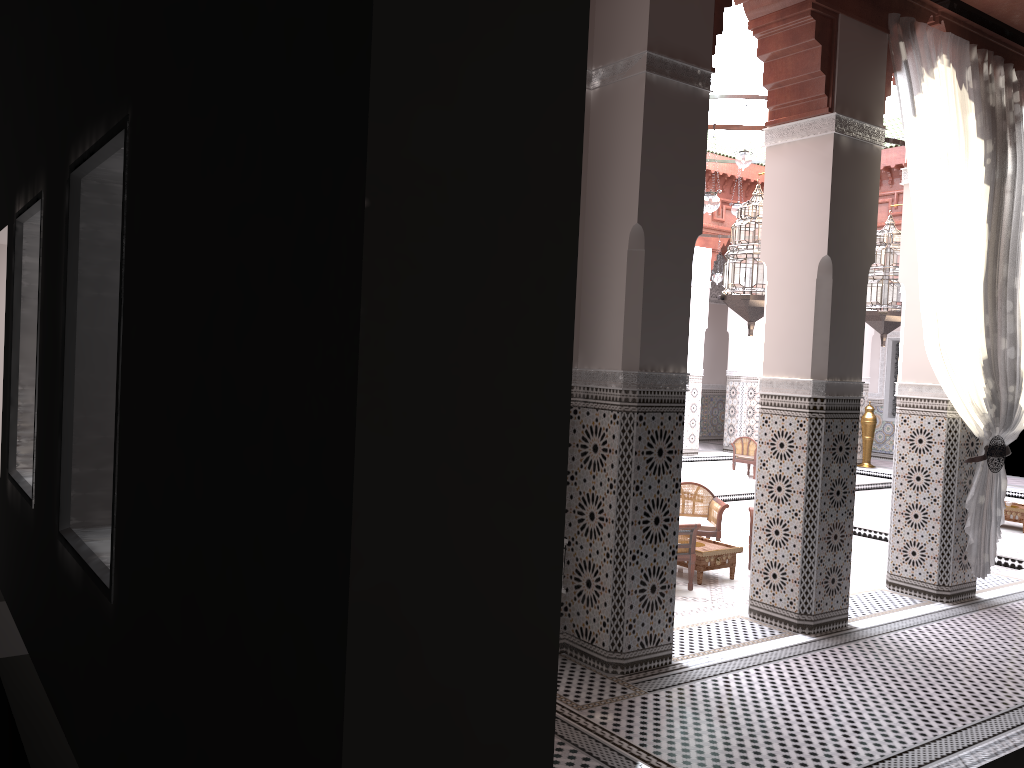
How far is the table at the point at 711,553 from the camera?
3.3m

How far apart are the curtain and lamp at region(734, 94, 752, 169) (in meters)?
1.40

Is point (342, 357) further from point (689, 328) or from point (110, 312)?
point (689, 328)

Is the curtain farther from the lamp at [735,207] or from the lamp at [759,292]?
the lamp at [735,207]

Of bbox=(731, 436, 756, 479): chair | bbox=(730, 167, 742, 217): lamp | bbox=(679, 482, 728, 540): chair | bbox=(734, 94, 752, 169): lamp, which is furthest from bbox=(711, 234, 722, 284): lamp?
bbox=(679, 482, 728, 540): chair

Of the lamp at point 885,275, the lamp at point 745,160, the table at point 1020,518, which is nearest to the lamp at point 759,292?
the lamp at point 885,275

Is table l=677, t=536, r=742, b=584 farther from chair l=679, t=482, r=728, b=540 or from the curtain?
the curtain

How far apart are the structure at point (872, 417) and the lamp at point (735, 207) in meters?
2.5

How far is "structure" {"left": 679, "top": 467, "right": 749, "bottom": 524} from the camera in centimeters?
501cm

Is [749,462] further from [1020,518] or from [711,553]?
[711,553]
